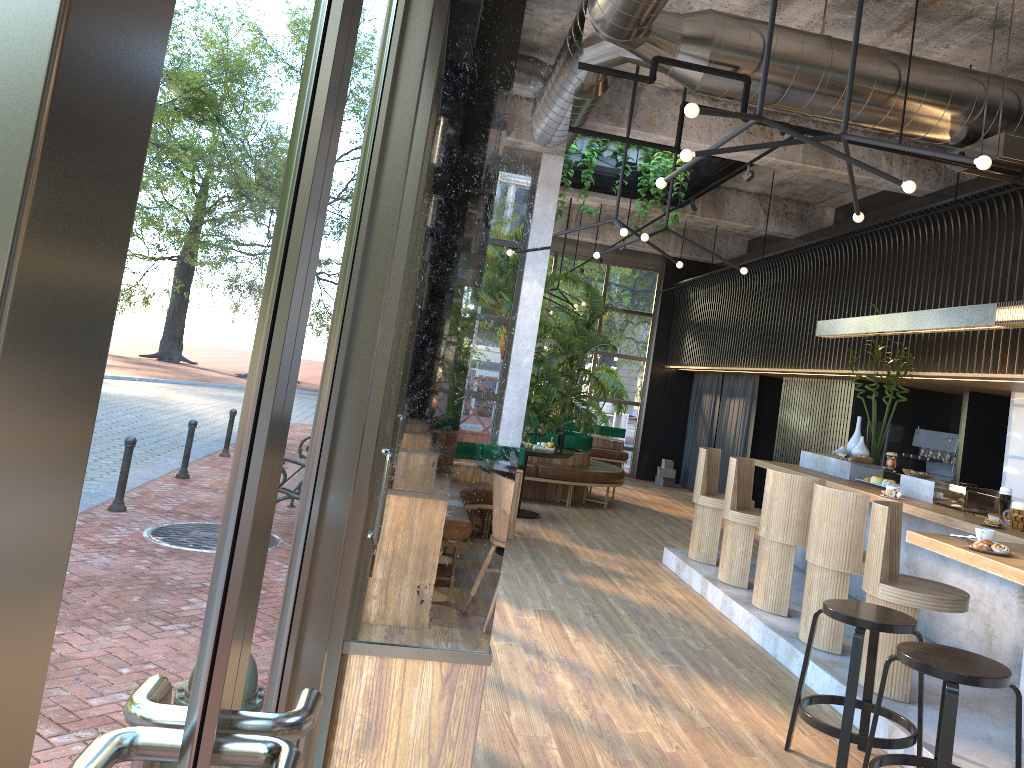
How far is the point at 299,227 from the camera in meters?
0.8

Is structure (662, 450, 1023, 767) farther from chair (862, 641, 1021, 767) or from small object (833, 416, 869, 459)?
chair (862, 641, 1021, 767)

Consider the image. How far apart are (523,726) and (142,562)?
3.8m

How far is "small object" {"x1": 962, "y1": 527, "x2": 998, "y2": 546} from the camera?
4.25m

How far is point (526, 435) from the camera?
9.67m

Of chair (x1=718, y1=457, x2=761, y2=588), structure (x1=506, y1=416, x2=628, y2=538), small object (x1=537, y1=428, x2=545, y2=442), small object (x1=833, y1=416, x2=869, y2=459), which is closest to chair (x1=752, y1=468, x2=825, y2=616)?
chair (x1=718, y1=457, x2=761, y2=588)

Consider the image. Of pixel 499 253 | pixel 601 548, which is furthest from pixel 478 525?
pixel 601 548

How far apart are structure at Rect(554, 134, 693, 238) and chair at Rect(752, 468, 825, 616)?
4.7 meters

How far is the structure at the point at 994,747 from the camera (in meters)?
4.22

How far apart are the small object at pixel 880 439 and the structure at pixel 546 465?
3.2m
